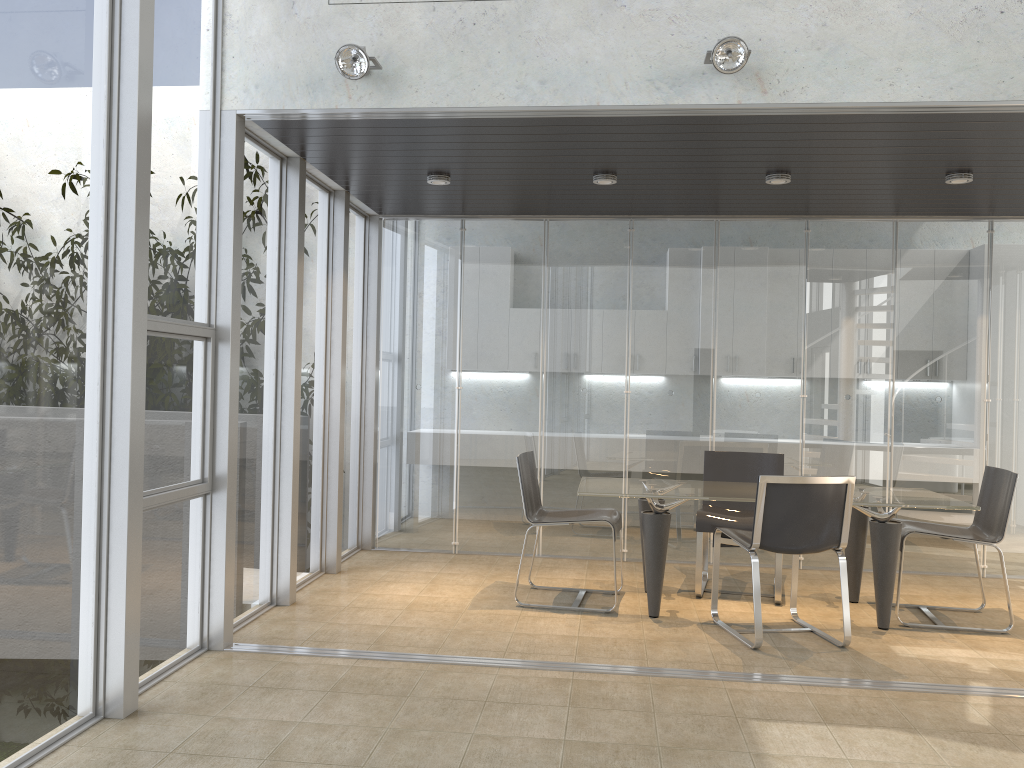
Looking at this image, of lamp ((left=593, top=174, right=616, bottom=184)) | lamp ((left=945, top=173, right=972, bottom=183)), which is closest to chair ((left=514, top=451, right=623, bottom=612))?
lamp ((left=593, top=174, right=616, bottom=184))

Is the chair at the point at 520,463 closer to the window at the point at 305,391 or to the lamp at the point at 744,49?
the window at the point at 305,391

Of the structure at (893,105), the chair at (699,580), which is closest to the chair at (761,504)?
the chair at (699,580)

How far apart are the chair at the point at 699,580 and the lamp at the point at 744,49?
2.9 meters

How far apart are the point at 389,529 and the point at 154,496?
3.4 meters

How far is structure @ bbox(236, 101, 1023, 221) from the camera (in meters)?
4.07

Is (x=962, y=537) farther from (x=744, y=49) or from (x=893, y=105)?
(x=744, y=49)

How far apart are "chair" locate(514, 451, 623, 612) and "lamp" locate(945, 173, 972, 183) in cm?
290

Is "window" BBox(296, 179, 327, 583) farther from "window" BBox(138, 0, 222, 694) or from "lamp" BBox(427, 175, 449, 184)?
"window" BBox(138, 0, 222, 694)

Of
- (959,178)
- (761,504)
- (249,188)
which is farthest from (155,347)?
(959,178)
